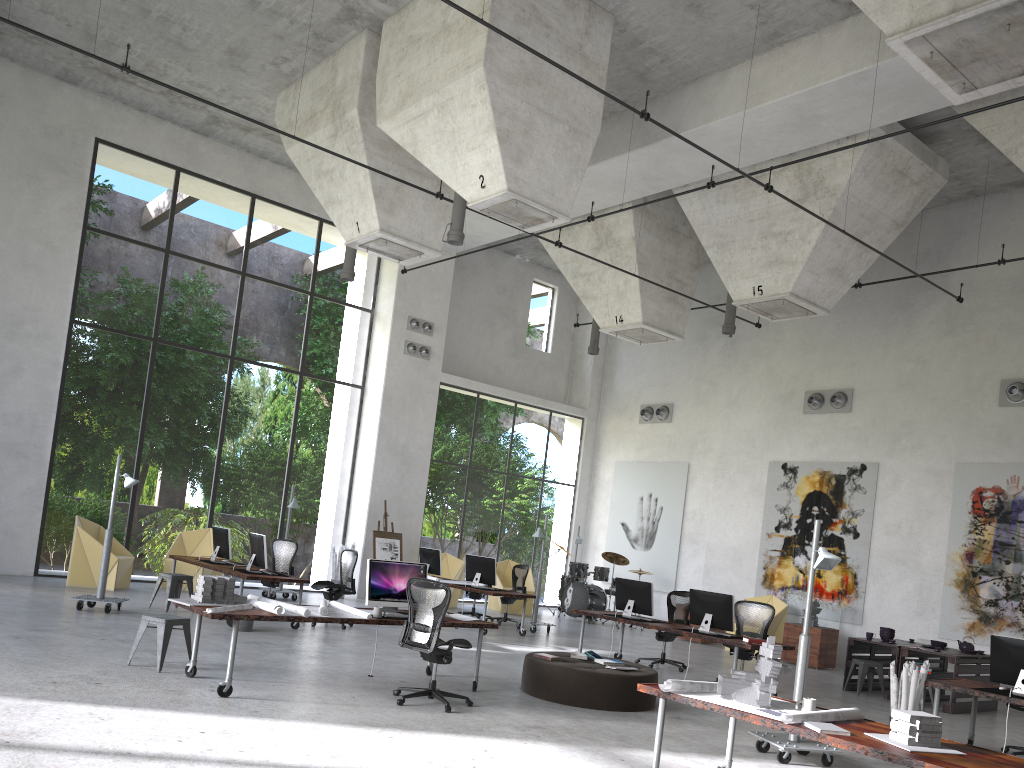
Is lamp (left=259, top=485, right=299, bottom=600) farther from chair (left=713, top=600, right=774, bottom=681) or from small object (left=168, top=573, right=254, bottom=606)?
chair (left=713, top=600, right=774, bottom=681)

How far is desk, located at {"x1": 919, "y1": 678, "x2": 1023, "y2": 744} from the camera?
8.4 meters

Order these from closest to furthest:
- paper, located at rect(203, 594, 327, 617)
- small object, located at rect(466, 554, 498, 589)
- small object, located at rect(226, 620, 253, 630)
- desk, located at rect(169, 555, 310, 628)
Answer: paper, located at rect(203, 594, 327, 617), small object, located at rect(226, 620, 253, 630), desk, located at rect(169, 555, 310, 628), small object, located at rect(466, 554, 498, 589)

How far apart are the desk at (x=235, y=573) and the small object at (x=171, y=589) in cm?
33

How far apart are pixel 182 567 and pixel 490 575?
5.5m

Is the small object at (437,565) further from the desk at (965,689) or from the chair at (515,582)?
the desk at (965,689)

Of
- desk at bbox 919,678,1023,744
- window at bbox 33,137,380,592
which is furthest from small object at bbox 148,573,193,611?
desk at bbox 919,678,1023,744

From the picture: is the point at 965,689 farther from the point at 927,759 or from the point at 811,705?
the point at 927,759

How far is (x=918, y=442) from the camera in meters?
15.7

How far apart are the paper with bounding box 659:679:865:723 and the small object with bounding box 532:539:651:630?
12.6 meters
